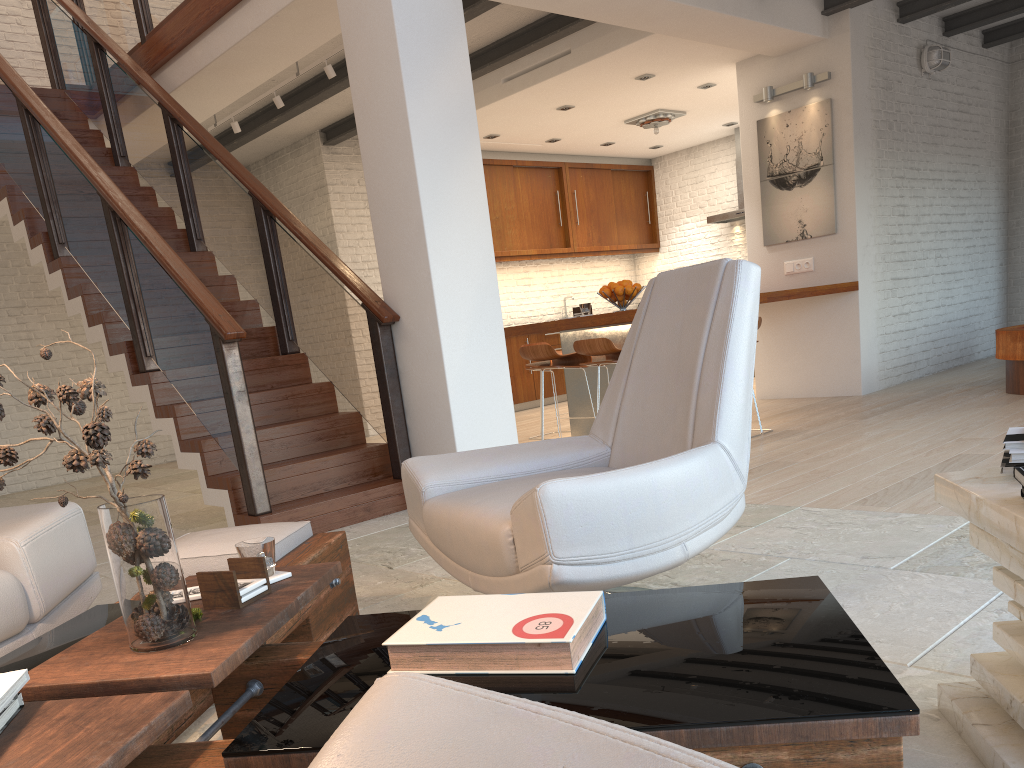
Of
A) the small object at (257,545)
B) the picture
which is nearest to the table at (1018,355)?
the picture

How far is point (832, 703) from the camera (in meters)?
1.11

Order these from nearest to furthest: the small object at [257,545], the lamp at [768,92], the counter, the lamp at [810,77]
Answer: the small object at [257,545] → the counter → the lamp at [810,77] → the lamp at [768,92]

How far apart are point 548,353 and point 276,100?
3.0m

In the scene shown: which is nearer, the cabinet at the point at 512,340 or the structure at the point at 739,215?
the cabinet at the point at 512,340

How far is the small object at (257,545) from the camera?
1.9m

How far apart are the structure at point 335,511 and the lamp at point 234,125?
0.87m

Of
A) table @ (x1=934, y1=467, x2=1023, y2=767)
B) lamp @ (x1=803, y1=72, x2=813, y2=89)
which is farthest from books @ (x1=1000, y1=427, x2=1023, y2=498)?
lamp @ (x1=803, y1=72, x2=813, y2=89)

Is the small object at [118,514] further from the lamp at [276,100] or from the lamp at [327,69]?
the lamp at [276,100]

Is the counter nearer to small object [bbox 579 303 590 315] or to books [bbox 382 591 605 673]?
small object [bbox 579 303 590 315]
